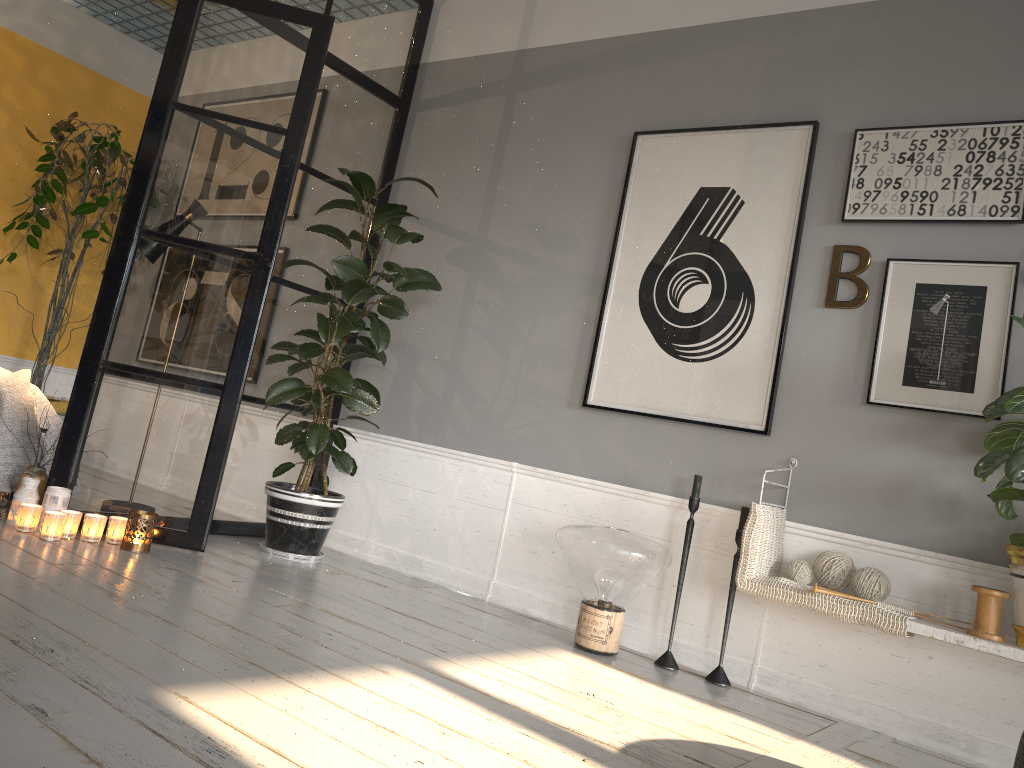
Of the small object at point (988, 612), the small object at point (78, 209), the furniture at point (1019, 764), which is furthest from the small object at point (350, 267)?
the furniture at point (1019, 764)

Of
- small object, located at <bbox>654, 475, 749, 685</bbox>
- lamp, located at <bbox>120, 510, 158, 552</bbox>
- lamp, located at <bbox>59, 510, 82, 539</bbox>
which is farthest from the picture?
lamp, located at <bbox>59, 510, 82, 539</bbox>

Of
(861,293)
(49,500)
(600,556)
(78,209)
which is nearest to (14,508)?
(49,500)

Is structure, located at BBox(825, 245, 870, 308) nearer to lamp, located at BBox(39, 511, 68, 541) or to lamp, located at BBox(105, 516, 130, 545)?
lamp, located at BBox(105, 516, 130, 545)

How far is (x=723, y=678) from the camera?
3.12m

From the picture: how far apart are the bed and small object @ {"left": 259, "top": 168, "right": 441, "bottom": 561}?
1.0m

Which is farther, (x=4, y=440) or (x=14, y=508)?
(x=4, y=440)

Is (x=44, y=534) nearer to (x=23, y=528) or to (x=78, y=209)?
(x=23, y=528)

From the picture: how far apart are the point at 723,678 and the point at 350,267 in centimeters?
215cm

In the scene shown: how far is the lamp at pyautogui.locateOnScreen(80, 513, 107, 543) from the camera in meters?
3.3 m
